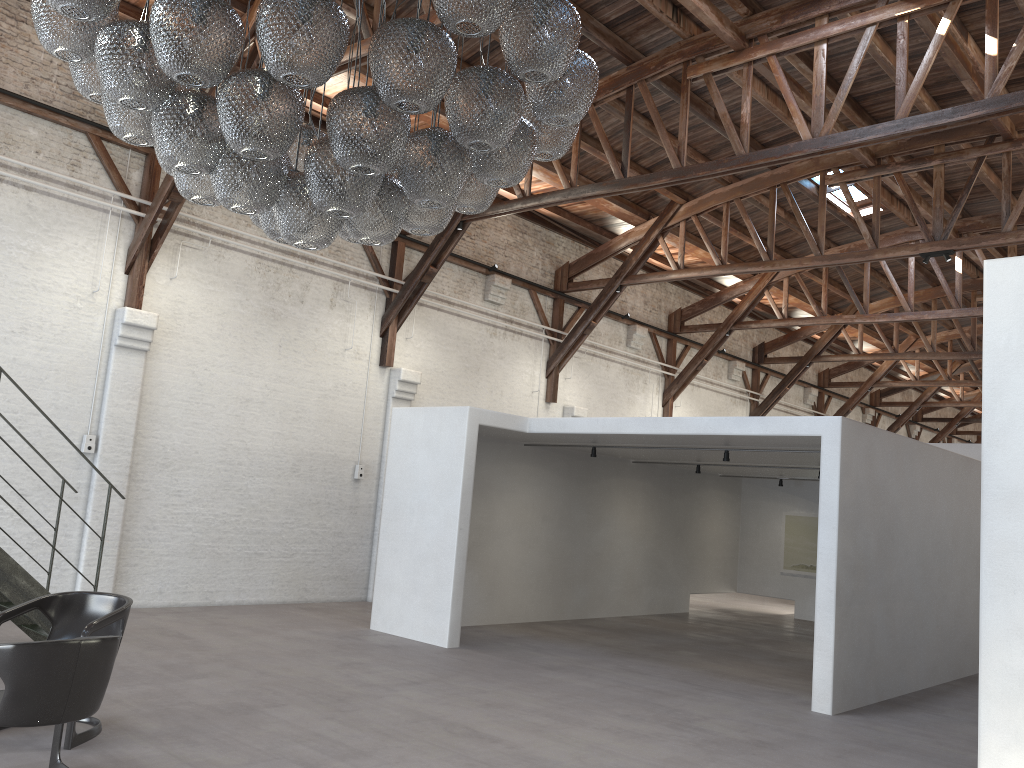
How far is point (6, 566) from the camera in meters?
6.6

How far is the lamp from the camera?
3.4 meters

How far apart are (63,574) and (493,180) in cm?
745

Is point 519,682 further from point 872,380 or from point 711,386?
point 872,380

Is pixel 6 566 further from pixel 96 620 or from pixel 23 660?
pixel 23 660

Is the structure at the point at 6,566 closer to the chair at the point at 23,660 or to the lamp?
the chair at the point at 23,660

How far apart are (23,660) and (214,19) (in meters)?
2.80

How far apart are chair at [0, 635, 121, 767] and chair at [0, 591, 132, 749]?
0.4 meters

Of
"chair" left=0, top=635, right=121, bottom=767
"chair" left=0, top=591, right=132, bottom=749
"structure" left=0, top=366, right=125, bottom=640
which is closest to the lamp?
"chair" left=0, top=635, right=121, bottom=767

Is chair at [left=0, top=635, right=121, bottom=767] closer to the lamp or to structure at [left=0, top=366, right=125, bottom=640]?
the lamp
